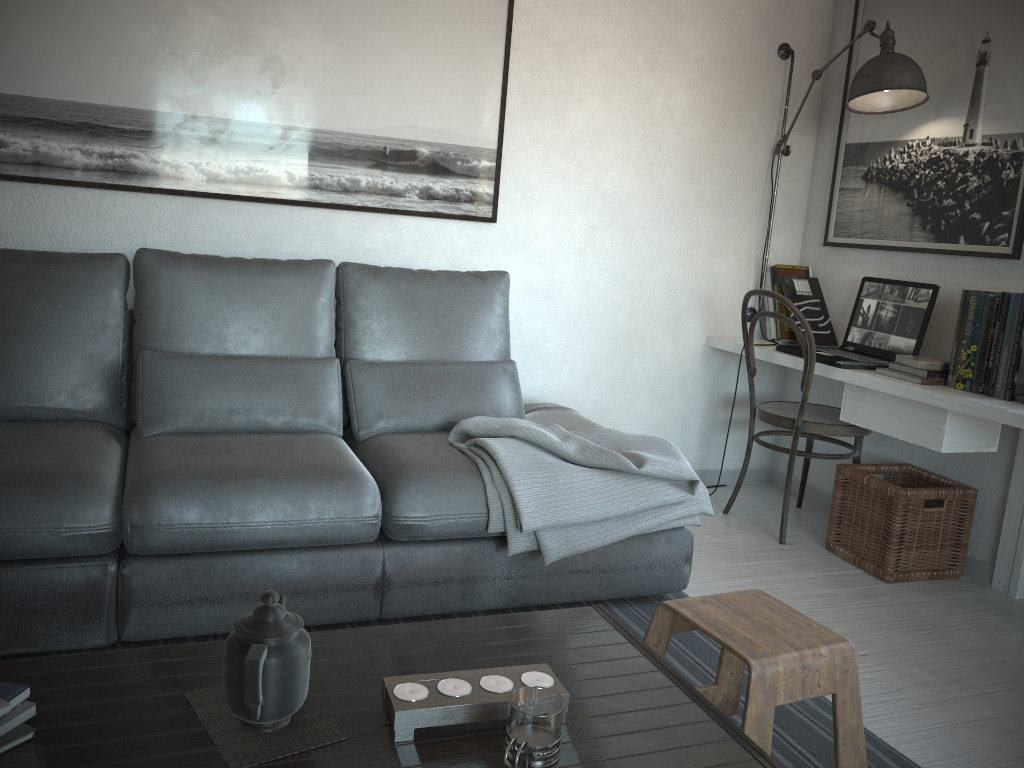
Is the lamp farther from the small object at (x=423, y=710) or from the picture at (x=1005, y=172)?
the small object at (x=423, y=710)

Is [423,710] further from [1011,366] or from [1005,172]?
[1005,172]

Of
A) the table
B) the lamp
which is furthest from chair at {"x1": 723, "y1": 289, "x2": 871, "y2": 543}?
the table

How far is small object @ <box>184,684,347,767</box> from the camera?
1.2 meters

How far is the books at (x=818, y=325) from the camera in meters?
3.7

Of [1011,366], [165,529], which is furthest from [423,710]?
[1011,366]

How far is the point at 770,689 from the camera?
1.6m

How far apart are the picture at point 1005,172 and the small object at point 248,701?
2.6 meters

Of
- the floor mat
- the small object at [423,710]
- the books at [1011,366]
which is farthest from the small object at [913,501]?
the small object at [423,710]

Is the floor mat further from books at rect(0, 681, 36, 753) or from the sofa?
books at rect(0, 681, 36, 753)
